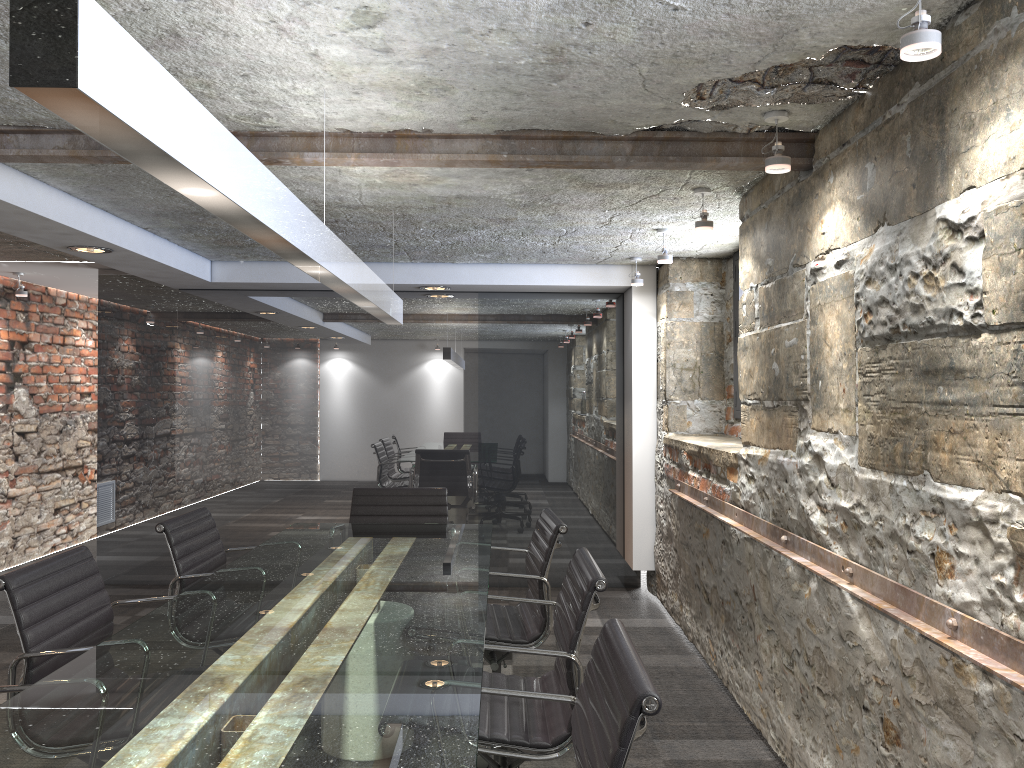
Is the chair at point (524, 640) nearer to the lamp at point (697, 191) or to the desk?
the desk

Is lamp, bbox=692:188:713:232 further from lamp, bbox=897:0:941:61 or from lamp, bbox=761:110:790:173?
lamp, bbox=897:0:941:61

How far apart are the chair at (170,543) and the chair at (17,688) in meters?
1.2

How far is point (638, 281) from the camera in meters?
5.4 m

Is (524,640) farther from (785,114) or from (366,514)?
(785,114)

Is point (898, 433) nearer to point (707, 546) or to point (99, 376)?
point (707, 546)

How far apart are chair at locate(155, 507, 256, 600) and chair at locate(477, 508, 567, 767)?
1.02m

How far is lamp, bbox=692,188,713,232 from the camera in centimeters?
360cm

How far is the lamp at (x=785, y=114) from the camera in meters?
2.6

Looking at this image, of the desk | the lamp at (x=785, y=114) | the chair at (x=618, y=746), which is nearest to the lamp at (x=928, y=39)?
the lamp at (x=785, y=114)
